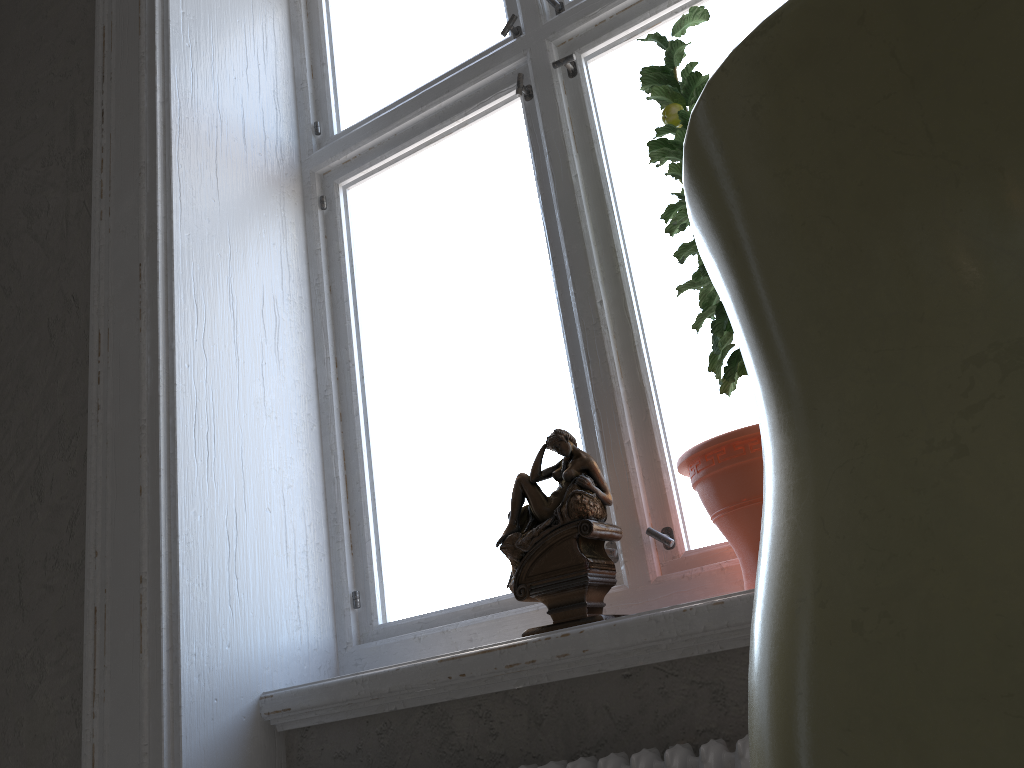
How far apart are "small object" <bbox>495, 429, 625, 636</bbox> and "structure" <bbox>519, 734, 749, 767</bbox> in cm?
19

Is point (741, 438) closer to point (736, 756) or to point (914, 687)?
point (736, 756)

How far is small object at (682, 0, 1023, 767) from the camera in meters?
0.1 m

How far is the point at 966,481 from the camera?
0.11m

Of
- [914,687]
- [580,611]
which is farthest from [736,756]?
[914,687]

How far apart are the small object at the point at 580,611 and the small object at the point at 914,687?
1.20m

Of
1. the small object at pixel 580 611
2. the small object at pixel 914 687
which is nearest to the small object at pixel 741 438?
the small object at pixel 580 611

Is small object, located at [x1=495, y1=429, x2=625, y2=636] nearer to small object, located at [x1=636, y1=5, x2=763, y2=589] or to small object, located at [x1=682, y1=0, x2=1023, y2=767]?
small object, located at [x1=636, y1=5, x2=763, y2=589]

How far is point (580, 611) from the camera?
1.4 meters

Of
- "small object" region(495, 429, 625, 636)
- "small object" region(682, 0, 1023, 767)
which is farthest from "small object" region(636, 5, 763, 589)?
"small object" region(682, 0, 1023, 767)
